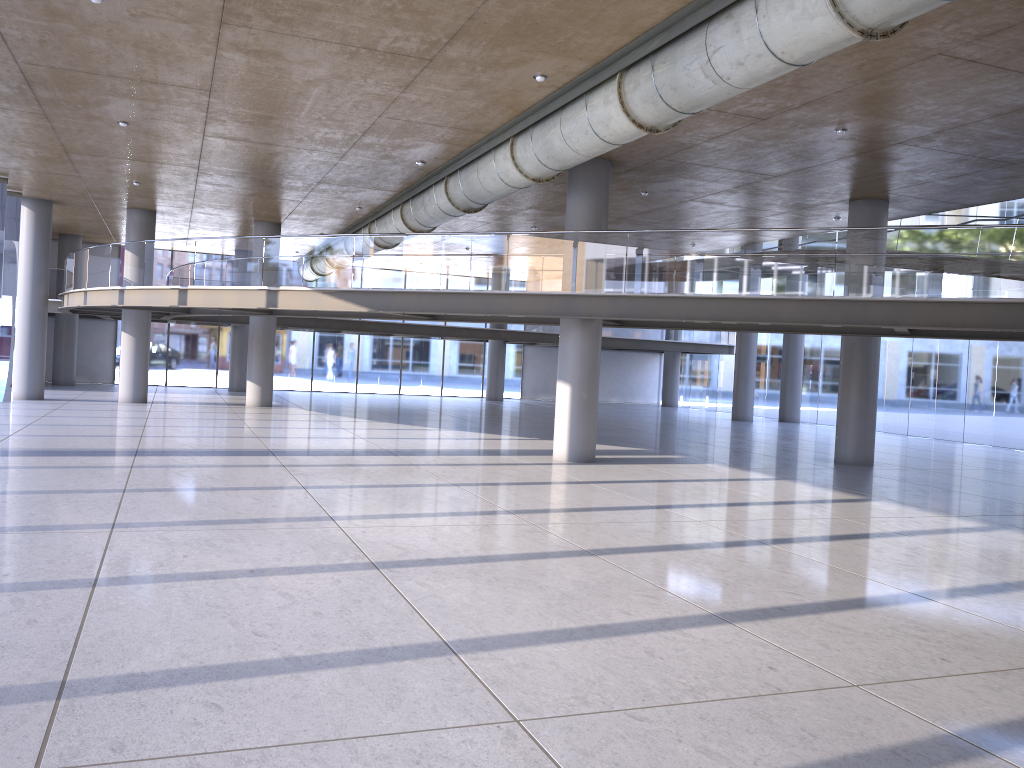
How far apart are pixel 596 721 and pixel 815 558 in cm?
506
